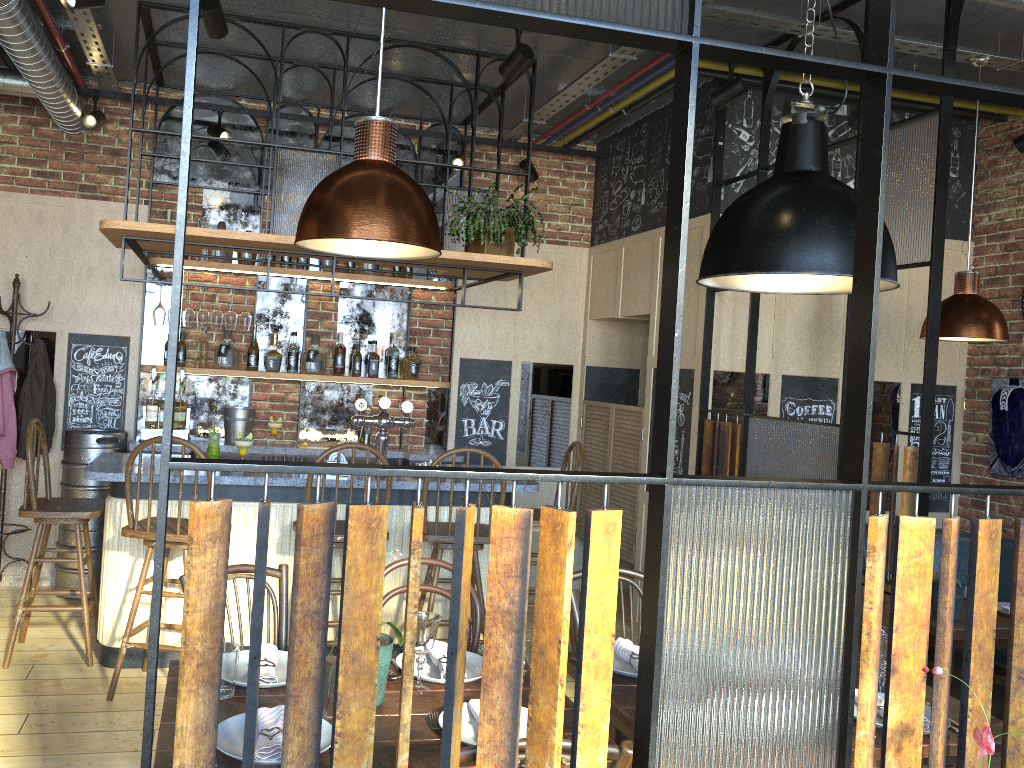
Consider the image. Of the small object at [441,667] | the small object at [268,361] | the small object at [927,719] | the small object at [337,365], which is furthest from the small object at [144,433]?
the small object at [927,719]

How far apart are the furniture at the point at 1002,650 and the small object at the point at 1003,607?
0.31m

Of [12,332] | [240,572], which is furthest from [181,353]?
[240,572]

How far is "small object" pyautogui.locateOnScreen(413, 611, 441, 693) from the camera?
2.3 meters

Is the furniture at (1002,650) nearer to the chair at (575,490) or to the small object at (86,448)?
the chair at (575,490)

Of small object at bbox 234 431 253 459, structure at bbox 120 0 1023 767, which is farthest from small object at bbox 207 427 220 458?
structure at bbox 120 0 1023 767

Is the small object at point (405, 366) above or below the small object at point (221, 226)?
below

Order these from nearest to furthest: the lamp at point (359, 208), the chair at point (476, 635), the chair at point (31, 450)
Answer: the lamp at point (359, 208) → the chair at point (476, 635) → the chair at point (31, 450)

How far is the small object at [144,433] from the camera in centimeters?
552cm

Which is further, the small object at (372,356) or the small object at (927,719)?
the small object at (372,356)
